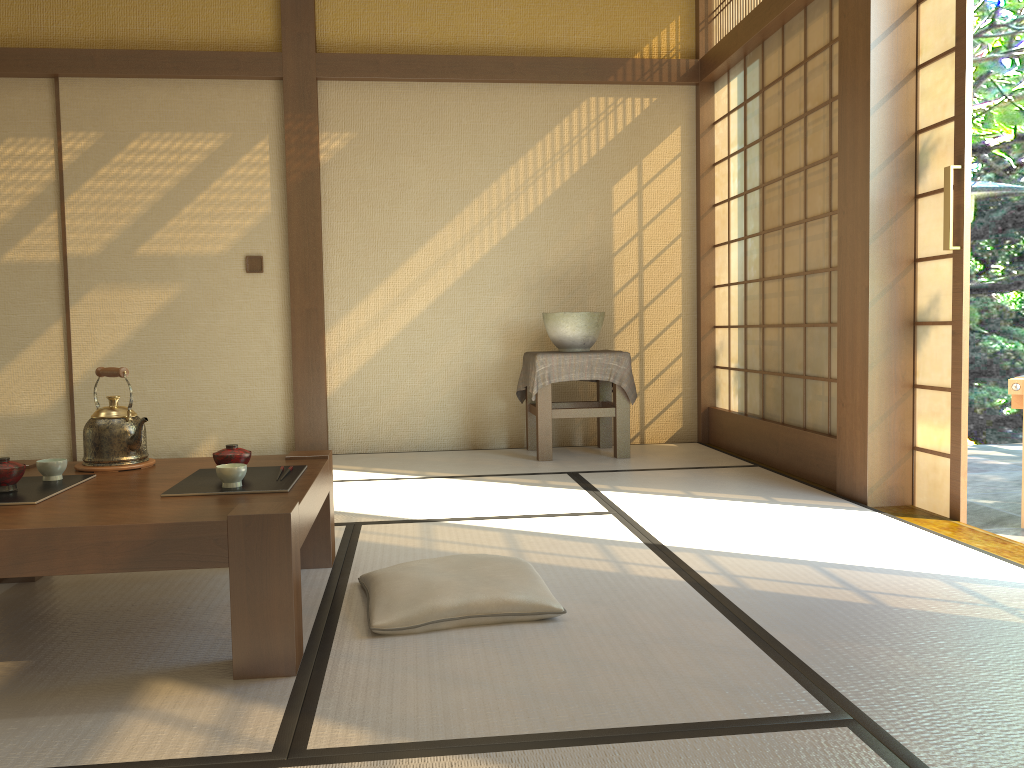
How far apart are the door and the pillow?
1.8 meters

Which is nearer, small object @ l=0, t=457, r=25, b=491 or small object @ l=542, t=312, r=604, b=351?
small object @ l=0, t=457, r=25, b=491

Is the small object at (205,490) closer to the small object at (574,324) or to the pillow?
the pillow

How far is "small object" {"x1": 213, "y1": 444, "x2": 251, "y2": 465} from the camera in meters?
2.3 m

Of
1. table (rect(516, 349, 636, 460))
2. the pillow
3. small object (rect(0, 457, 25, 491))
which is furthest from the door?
small object (rect(0, 457, 25, 491))

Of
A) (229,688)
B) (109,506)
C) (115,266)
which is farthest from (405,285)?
(229,688)

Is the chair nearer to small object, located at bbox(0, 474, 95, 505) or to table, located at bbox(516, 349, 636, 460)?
table, located at bbox(516, 349, 636, 460)

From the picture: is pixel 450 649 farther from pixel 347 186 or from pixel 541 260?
pixel 347 186

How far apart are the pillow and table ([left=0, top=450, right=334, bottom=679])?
0.2 meters

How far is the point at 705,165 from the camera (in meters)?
5.48
